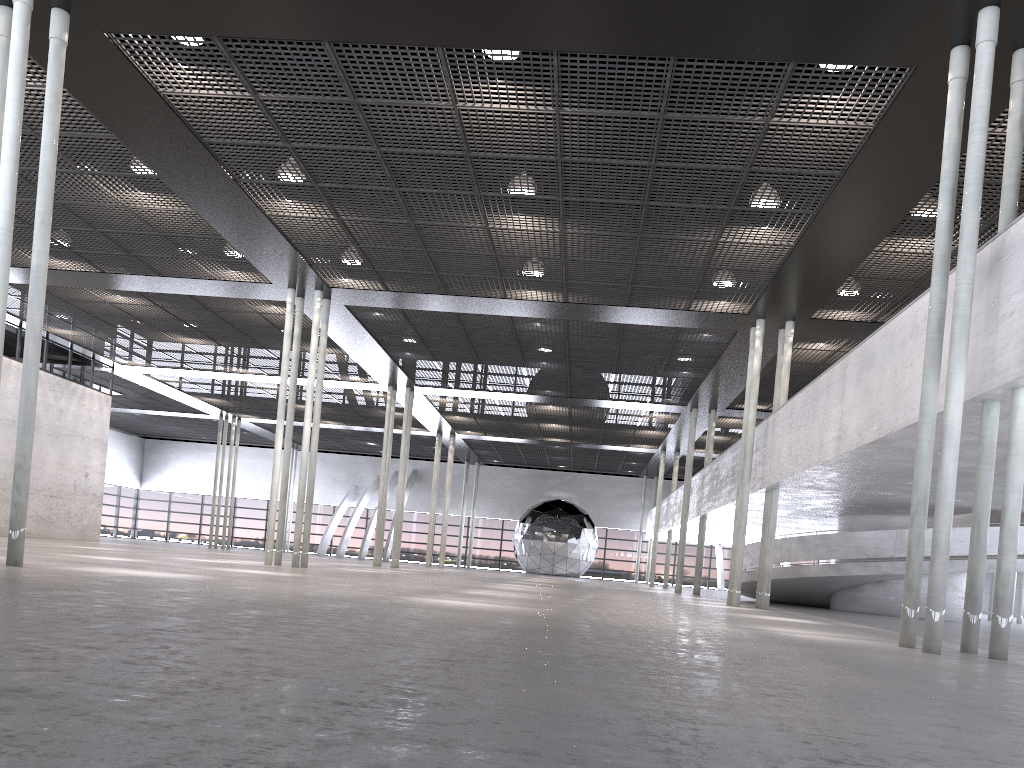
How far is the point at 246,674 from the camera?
3.03m
